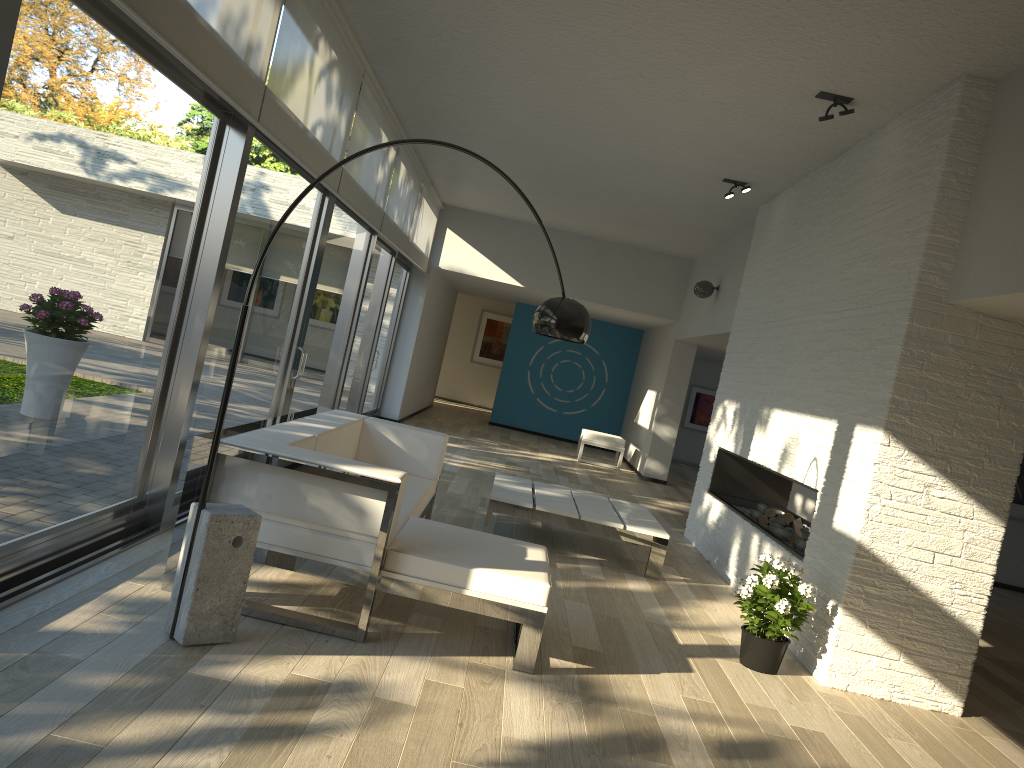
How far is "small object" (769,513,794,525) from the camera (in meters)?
6.26

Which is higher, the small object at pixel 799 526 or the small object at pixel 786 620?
the small object at pixel 799 526

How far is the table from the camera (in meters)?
5.91

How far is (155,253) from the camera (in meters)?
3.96

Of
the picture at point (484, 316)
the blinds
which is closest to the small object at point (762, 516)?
the blinds

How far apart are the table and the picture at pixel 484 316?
12.3 meters

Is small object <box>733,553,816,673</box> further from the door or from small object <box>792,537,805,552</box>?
the door

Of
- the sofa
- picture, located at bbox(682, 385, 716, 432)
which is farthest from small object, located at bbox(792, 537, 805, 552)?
picture, located at bbox(682, 385, 716, 432)

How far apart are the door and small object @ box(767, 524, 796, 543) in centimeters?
348cm

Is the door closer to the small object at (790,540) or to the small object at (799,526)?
the small object at (790,540)
